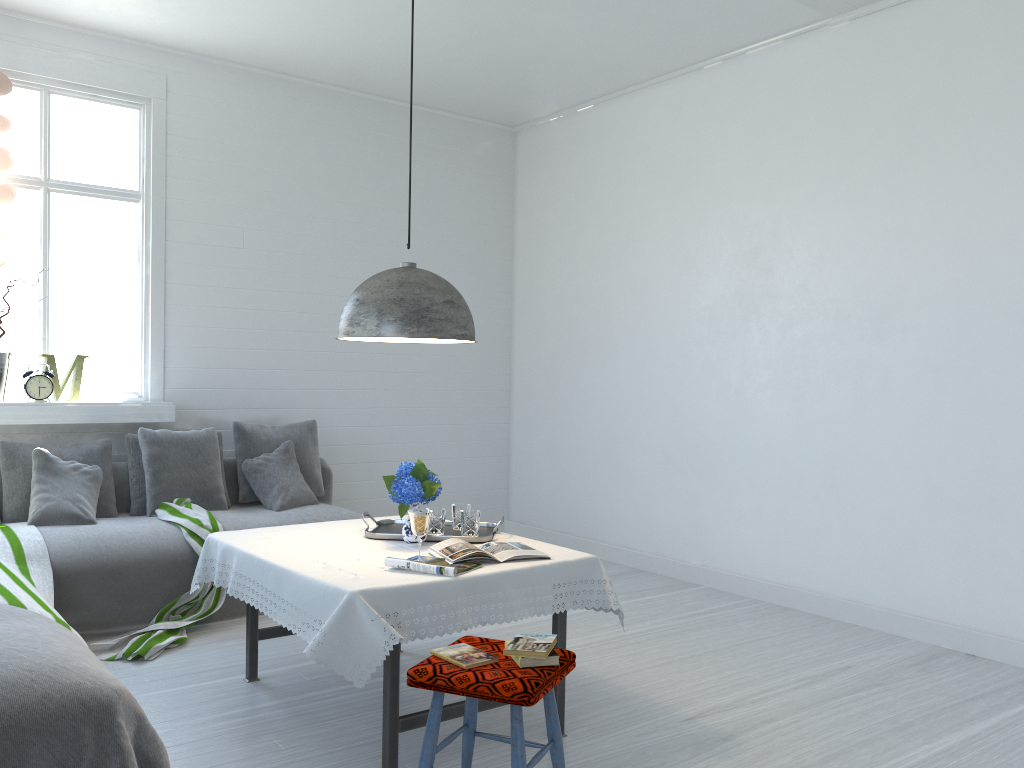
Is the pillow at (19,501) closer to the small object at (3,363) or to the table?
the small object at (3,363)

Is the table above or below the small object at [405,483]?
below

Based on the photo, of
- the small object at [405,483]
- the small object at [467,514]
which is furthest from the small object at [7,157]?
the small object at [467,514]

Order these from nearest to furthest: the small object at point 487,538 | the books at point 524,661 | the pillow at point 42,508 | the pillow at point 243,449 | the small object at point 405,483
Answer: the books at point 524,661, the small object at point 405,483, the small object at point 487,538, the pillow at point 42,508, the pillow at point 243,449

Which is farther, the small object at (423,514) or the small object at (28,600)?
the small object at (28,600)

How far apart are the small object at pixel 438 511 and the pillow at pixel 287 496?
2.1m

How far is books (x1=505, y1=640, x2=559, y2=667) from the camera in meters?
2.7 m

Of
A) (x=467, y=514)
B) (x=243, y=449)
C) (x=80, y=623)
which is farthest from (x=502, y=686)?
(x=243, y=449)

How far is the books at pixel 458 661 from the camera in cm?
269

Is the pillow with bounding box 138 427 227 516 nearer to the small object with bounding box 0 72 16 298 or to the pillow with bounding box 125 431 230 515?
the pillow with bounding box 125 431 230 515
